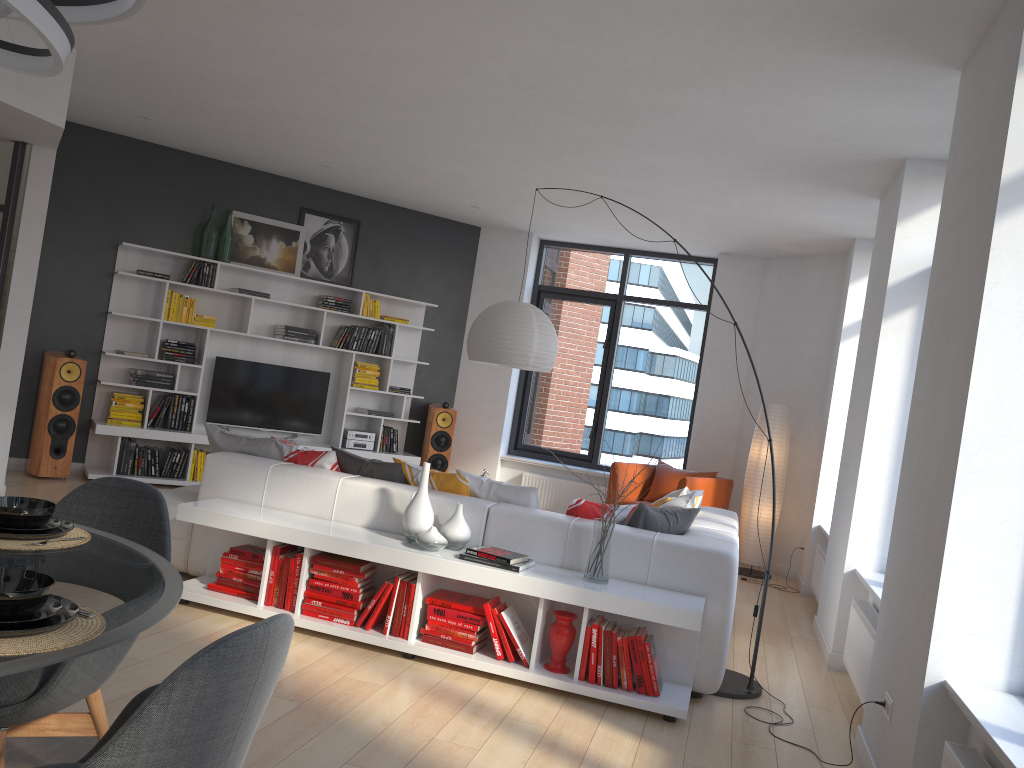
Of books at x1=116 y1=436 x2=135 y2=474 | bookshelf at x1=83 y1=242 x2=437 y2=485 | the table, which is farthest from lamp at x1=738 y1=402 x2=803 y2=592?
the table

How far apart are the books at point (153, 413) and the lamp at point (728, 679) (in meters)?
3.57

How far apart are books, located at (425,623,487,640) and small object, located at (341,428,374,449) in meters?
4.7

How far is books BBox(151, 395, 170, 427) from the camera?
7.8m

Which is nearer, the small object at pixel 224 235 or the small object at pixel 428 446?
the small object at pixel 224 235

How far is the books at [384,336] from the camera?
8.8 meters

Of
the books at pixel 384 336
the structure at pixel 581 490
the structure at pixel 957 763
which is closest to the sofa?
the structure at pixel 957 763

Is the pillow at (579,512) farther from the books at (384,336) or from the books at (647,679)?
the books at (384,336)

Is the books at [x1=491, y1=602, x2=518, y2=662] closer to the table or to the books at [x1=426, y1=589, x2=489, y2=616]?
the books at [x1=426, y1=589, x2=489, y2=616]

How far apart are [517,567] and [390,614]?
0.7 meters
